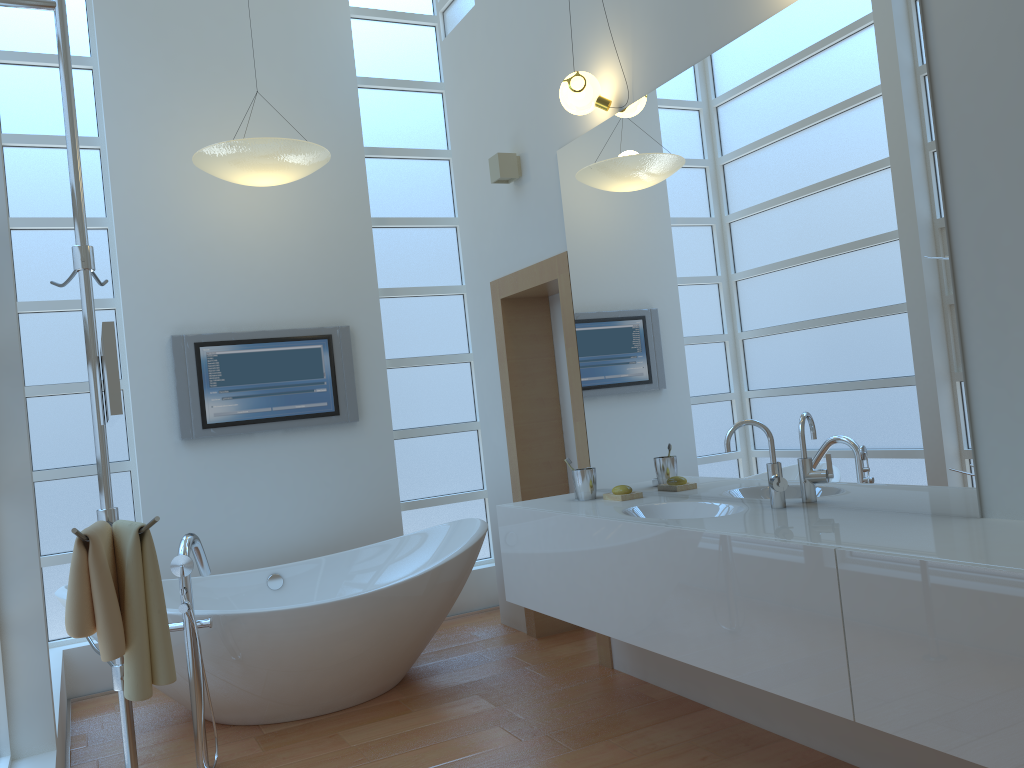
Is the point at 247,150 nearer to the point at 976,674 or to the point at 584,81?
the point at 584,81

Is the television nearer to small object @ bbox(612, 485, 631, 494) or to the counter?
the counter

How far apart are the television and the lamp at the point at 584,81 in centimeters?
191cm

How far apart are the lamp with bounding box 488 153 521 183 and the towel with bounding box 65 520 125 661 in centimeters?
254cm

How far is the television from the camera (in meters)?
4.34

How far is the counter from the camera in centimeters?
165cm

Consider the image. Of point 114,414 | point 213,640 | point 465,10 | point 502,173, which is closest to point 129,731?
point 114,414

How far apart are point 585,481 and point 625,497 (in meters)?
0.19

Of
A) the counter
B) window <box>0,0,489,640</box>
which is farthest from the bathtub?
window <box>0,0,489,640</box>

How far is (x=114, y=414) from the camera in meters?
1.6
